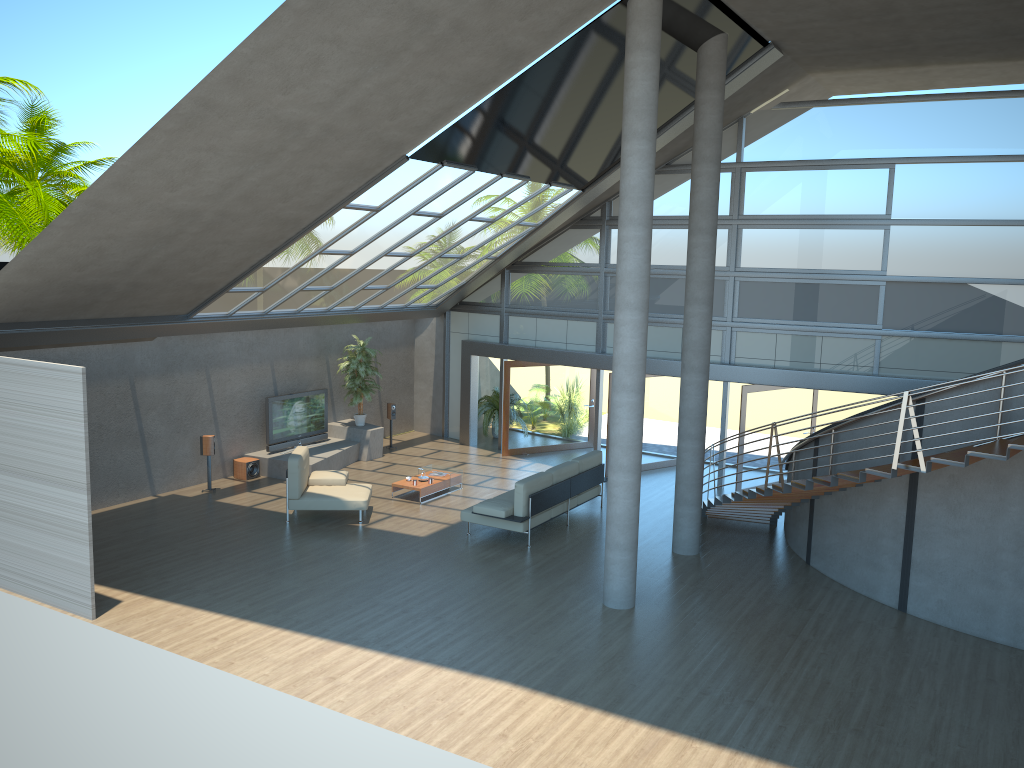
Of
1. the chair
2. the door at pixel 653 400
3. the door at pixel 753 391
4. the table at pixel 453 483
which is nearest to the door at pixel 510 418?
the door at pixel 653 400

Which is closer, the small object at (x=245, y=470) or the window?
the window

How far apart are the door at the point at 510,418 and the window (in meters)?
0.50

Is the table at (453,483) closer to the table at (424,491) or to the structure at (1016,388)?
the table at (424,491)

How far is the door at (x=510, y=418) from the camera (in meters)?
18.24

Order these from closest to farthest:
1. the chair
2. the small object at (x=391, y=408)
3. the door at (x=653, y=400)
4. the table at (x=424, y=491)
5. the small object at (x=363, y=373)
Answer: the chair, the table at (x=424, y=491), the door at (x=653, y=400), the small object at (x=363, y=373), the small object at (x=391, y=408)

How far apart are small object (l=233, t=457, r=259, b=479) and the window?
5.1 meters

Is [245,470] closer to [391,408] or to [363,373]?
[363,373]

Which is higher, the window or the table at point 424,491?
the window

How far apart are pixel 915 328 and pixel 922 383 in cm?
92
